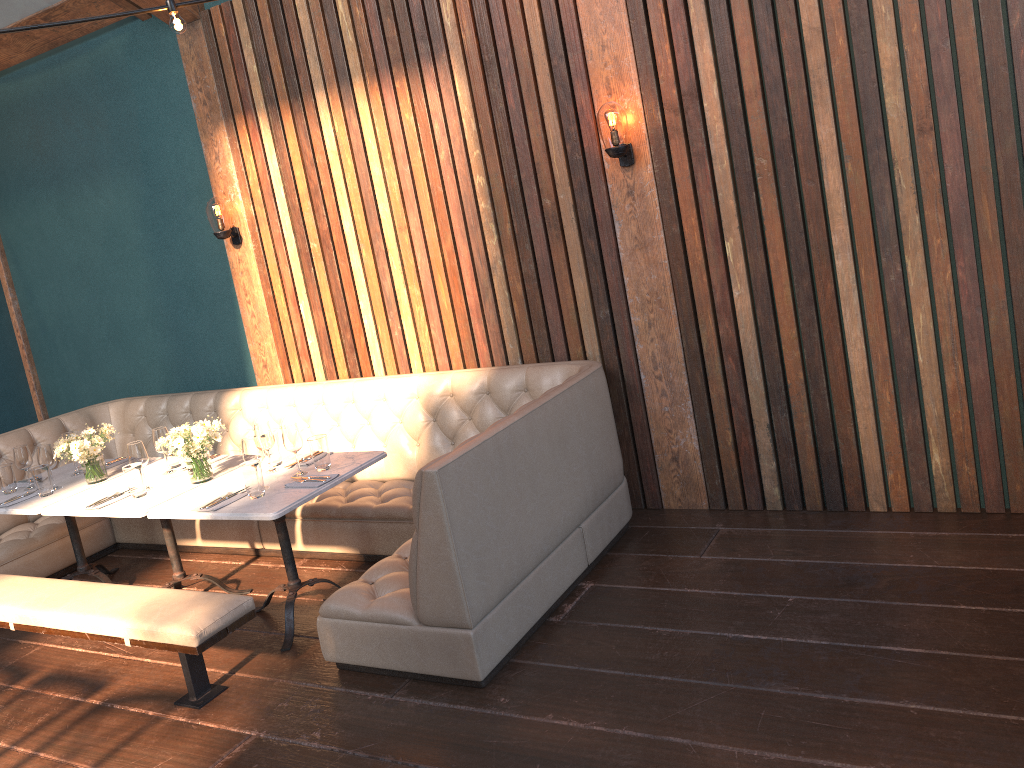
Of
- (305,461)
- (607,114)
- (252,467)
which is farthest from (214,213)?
(607,114)

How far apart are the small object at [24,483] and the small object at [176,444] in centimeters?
127cm

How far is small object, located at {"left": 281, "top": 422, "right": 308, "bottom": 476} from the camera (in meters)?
4.07

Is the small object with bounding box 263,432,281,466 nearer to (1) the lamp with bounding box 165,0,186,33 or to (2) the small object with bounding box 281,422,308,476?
(2) the small object with bounding box 281,422,308,476

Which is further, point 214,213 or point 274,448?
point 214,213

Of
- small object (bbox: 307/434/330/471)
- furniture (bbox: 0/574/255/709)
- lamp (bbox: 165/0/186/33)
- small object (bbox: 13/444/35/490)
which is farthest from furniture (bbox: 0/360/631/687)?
lamp (bbox: 165/0/186/33)

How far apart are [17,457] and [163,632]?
2.1 meters

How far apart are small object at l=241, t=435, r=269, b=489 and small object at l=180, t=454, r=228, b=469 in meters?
0.9

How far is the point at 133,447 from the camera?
4.35m

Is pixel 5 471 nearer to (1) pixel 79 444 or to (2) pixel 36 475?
(2) pixel 36 475
